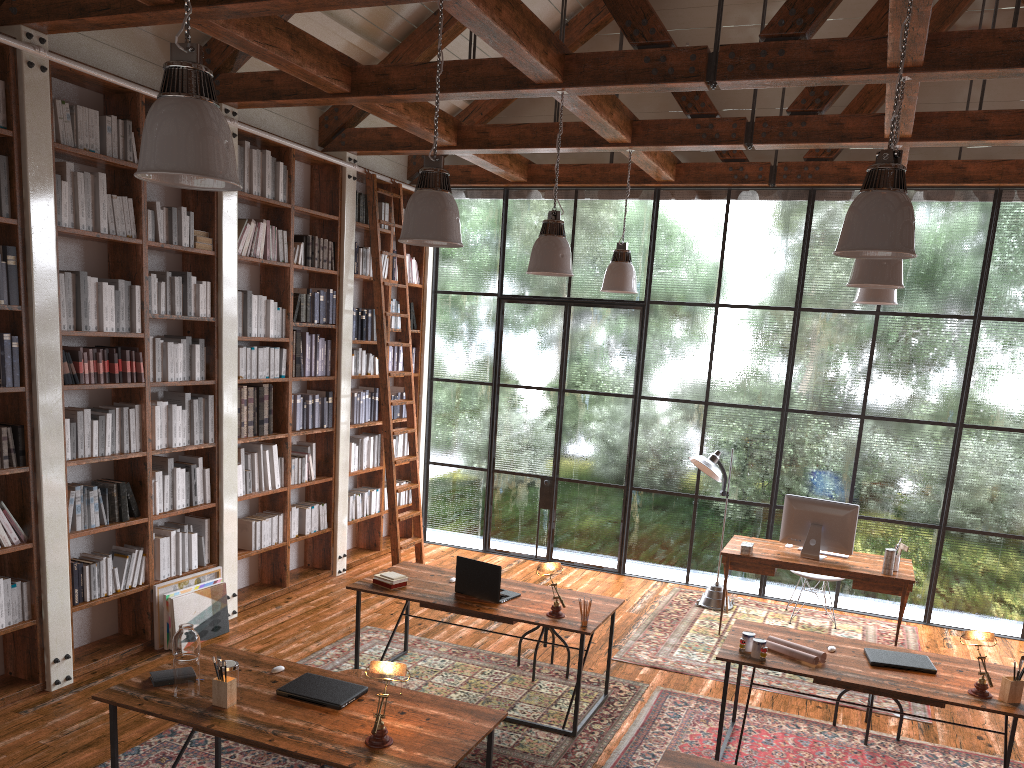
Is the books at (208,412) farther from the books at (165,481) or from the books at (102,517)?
the books at (102,517)

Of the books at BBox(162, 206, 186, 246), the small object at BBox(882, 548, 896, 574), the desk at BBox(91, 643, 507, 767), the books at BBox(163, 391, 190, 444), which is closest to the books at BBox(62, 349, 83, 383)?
the books at BBox(163, 391, 190, 444)

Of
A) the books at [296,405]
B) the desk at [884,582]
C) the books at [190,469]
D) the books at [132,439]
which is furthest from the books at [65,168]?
the desk at [884,582]

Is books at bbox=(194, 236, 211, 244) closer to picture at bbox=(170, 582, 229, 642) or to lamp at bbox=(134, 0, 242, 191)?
picture at bbox=(170, 582, 229, 642)

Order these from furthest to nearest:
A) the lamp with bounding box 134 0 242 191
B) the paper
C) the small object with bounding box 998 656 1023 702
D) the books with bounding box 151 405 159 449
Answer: the books with bounding box 151 405 159 449 → the paper → the small object with bounding box 998 656 1023 702 → the lamp with bounding box 134 0 242 191

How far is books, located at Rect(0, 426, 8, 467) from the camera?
4.7 meters

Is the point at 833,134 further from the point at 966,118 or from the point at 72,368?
the point at 72,368

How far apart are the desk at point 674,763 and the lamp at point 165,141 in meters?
2.5

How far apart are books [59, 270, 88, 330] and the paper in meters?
4.2

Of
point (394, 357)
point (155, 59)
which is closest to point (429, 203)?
point (155, 59)
